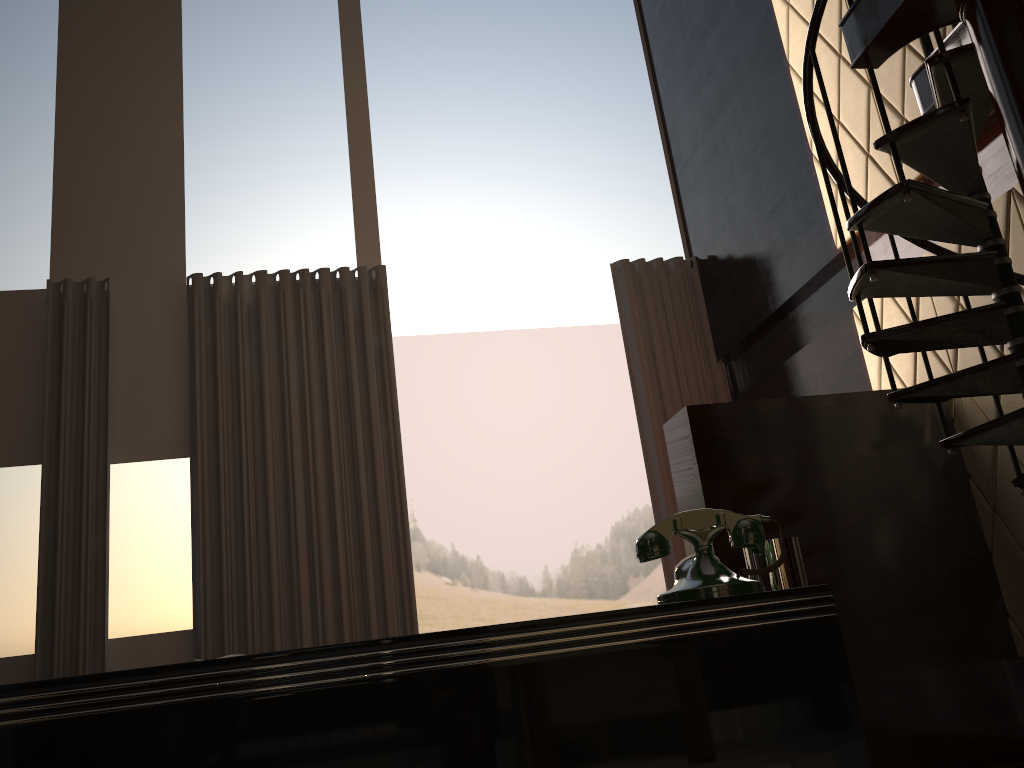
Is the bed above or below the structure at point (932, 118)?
below

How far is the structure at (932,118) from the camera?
2.6 meters

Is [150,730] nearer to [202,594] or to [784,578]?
[784,578]

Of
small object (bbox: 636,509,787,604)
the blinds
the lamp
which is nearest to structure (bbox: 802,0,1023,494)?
the lamp

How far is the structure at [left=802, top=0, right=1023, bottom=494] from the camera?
2.6m

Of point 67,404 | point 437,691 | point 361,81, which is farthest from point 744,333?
point 437,691

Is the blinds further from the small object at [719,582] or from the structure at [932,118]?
the small object at [719,582]

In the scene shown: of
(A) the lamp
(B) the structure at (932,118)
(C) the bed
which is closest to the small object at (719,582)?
(C) the bed

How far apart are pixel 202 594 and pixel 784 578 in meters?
4.6

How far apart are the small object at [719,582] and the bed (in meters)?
0.04
